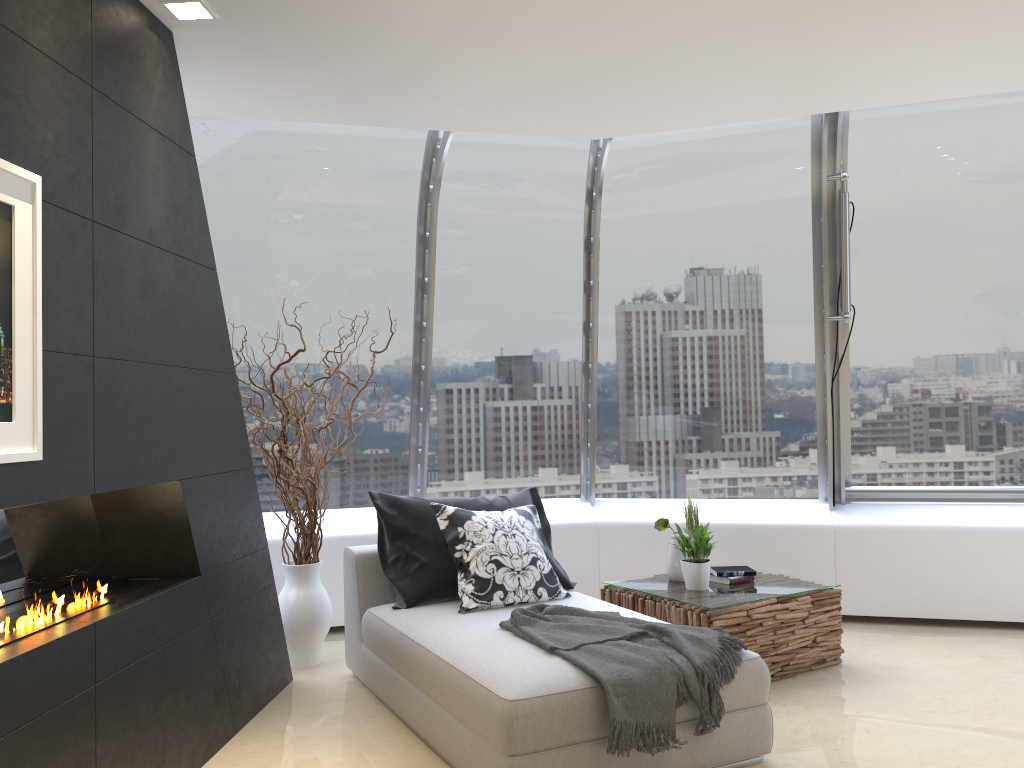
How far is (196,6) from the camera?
3.2m

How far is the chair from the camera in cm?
305

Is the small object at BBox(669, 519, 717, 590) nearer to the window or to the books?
the books

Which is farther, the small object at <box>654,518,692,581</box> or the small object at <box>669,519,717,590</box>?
the small object at <box>654,518,692,581</box>

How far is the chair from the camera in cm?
305

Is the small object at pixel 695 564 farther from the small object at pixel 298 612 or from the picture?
the picture

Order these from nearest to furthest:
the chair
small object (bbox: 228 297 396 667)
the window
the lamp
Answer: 1. the chair
2. the lamp
3. small object (bbox: 228 297 396 667)
4. the window

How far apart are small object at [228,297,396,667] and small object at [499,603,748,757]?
1.3 meters

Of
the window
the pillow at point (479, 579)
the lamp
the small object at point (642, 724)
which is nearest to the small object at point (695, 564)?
the pillow at point (479, 579)

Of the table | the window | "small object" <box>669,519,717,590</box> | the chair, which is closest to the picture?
the chair
